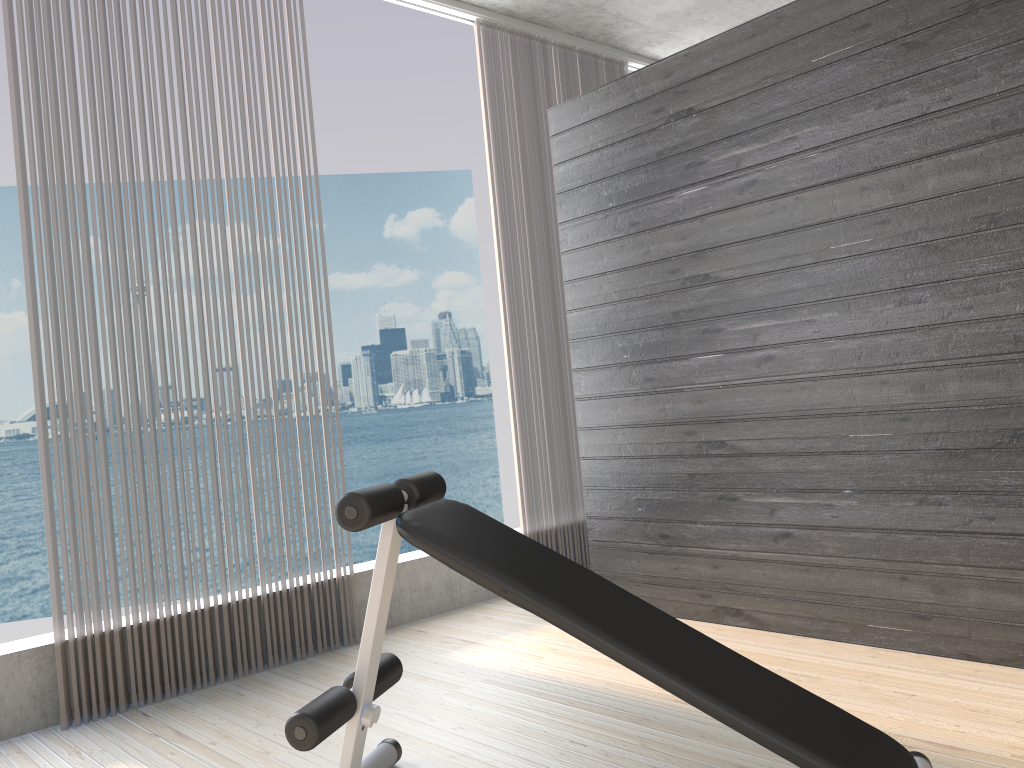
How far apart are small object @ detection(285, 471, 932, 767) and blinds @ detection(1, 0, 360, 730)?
1.1 meters

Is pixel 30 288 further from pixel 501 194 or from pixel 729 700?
pixel 729 700

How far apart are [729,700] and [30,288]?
2.4m

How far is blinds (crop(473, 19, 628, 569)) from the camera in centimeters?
423cm

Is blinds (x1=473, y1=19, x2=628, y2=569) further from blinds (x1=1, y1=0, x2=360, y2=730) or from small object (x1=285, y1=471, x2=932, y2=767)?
small object (x1=285, y1=471, x2=932, y2=767)

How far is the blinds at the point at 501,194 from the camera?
4.2 meters

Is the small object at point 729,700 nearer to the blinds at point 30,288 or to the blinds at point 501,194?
the blinds at point 30,288

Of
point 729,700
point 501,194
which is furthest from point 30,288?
point 729,700

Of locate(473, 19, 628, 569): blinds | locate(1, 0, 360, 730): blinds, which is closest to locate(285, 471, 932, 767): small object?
locate(1, 0, 360, 730): blinds

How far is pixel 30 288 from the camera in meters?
2.8
